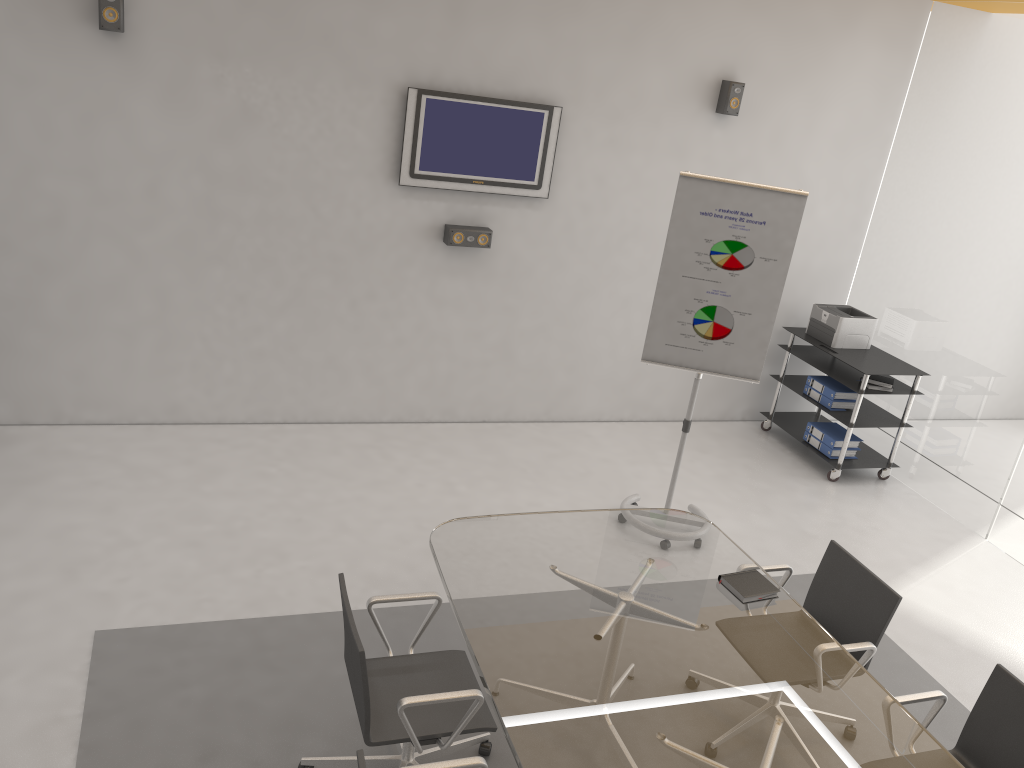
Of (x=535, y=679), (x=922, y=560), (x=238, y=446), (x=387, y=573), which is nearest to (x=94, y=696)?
(x=387, y=573)

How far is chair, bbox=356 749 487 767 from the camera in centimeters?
233cm

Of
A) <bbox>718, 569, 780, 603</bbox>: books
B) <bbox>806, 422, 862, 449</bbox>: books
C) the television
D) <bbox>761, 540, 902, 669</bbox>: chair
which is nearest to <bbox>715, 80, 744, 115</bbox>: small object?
the television

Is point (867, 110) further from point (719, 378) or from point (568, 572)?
point (568, 572)

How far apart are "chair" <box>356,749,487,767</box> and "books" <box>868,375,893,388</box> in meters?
4.6 m

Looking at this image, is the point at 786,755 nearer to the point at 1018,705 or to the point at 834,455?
the point at 1018,705

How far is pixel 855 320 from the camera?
6.44m

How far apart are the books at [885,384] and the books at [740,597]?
3.1m

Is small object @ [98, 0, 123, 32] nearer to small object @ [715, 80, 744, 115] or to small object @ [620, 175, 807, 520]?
small object @ [620, 175, 807, 520]

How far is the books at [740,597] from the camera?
3.4m
